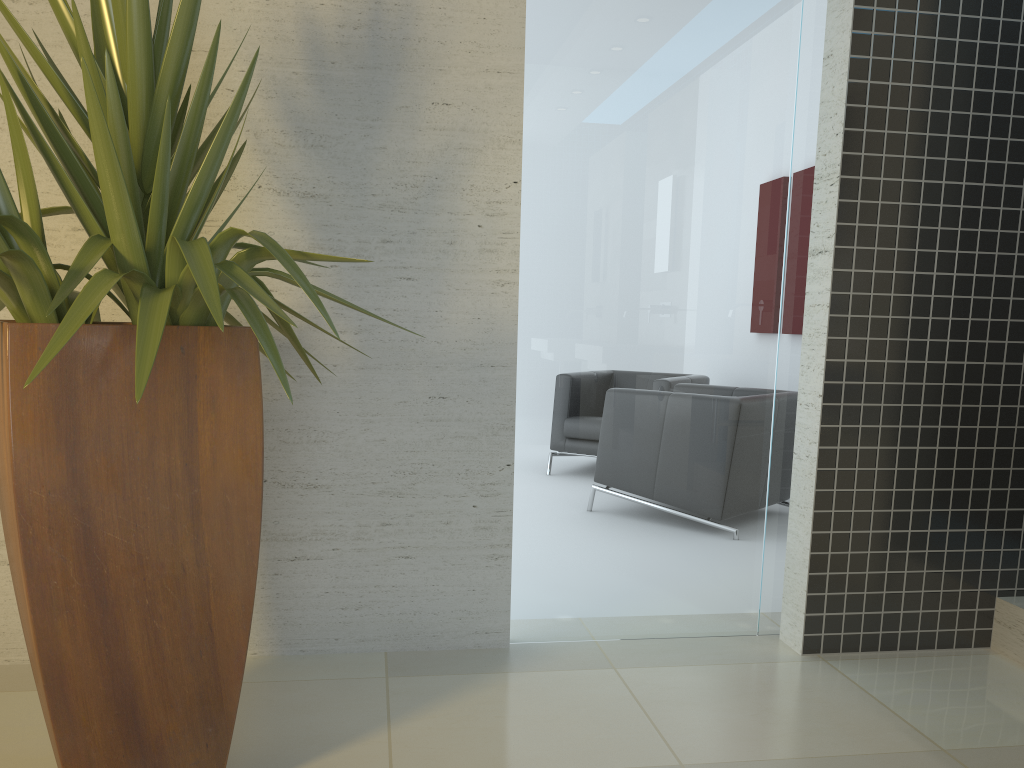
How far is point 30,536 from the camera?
1.7 meters

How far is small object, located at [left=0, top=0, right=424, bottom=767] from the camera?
1.7 meters

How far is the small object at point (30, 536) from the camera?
1.66m
